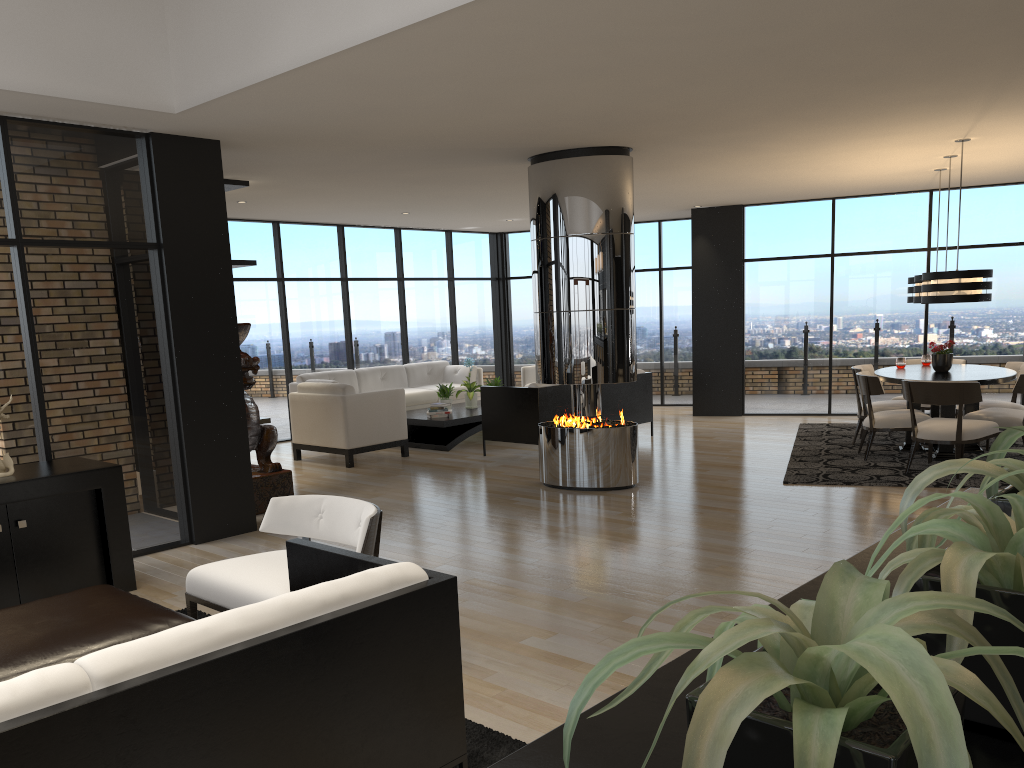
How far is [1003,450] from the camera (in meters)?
1.20

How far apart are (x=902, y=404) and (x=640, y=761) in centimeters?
872cm

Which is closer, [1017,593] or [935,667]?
[935,667]

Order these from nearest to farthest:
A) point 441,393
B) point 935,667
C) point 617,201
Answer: point 935,667, point 617,201, point 441,393

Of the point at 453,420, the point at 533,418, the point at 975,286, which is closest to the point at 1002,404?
the point at 975,286

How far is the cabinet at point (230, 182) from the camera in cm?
781

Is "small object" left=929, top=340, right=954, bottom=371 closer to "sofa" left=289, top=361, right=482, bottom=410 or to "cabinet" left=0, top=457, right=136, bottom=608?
"sofa" left=289, top=361, right=482, bottom=410

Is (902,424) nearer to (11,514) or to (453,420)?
(453,420)

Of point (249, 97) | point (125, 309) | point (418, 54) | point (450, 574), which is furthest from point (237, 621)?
point (125, 309)

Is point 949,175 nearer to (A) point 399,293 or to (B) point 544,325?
(B) point 544,325
